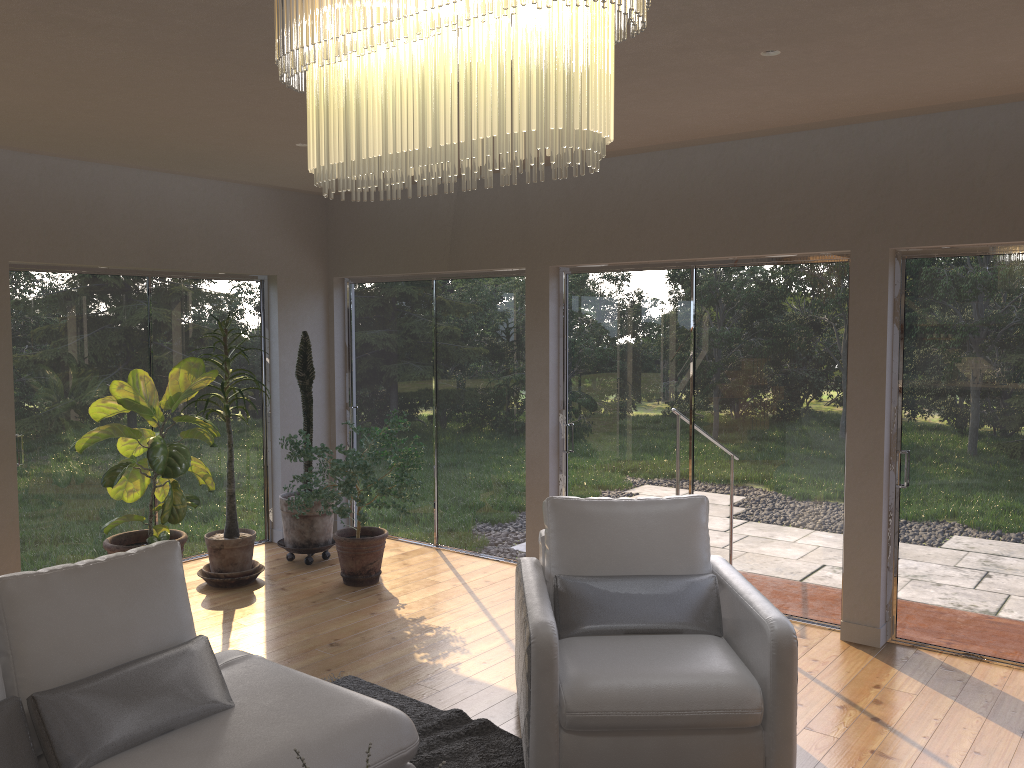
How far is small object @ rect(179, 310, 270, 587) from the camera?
5.9m

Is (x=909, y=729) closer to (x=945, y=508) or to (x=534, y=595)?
(x=945, y=508)

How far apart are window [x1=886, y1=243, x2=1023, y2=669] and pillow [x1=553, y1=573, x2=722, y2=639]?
1.6m

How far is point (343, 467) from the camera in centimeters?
553cm

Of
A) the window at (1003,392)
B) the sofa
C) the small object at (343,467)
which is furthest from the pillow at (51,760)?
the window at (1003,392)

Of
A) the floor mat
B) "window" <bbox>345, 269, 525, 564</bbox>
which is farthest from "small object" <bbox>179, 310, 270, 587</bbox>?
the floor mat

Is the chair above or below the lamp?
below

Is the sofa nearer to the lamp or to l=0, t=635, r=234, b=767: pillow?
l=0, t=635, r=234, b=767: pillow

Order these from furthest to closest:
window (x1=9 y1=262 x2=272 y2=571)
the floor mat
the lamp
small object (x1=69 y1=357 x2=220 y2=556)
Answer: window (x1=9 y1=262 x2=272 y2=571)
small object (x1=69 y1=357 x2=220 y2=556)
the floor mat
the lamp

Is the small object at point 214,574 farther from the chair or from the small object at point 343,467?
the chair
